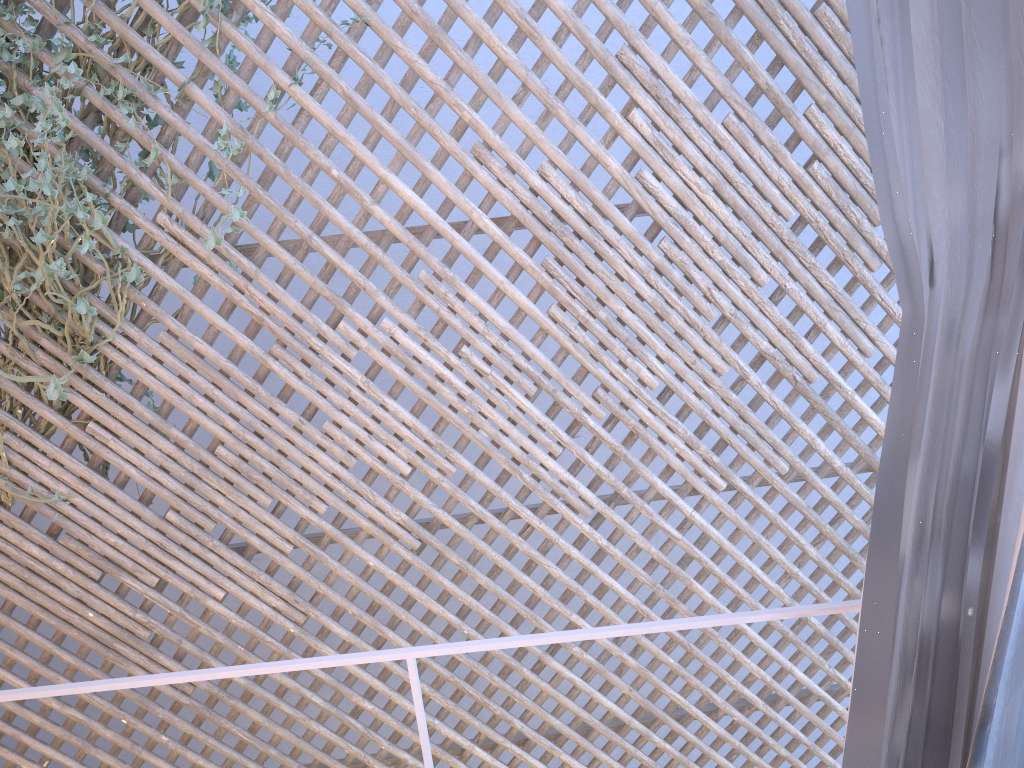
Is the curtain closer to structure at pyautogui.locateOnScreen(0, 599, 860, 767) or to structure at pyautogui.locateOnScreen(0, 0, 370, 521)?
structure at pyautogui.locateOnScreen(0, 599, 860, 767)

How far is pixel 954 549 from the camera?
0.76m

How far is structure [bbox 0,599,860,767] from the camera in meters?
0.9 m

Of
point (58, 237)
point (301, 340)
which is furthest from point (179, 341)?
point (301, 340)

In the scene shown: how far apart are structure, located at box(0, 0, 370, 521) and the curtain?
2.0 meters

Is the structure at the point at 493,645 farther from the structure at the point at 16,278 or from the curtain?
the structure at the point at 16,278

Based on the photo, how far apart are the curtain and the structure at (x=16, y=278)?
2.0 meters

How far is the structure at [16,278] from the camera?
2.12m

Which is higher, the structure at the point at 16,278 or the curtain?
the structure at the point at 16,278

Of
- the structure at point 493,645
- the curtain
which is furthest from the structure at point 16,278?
the curtain
